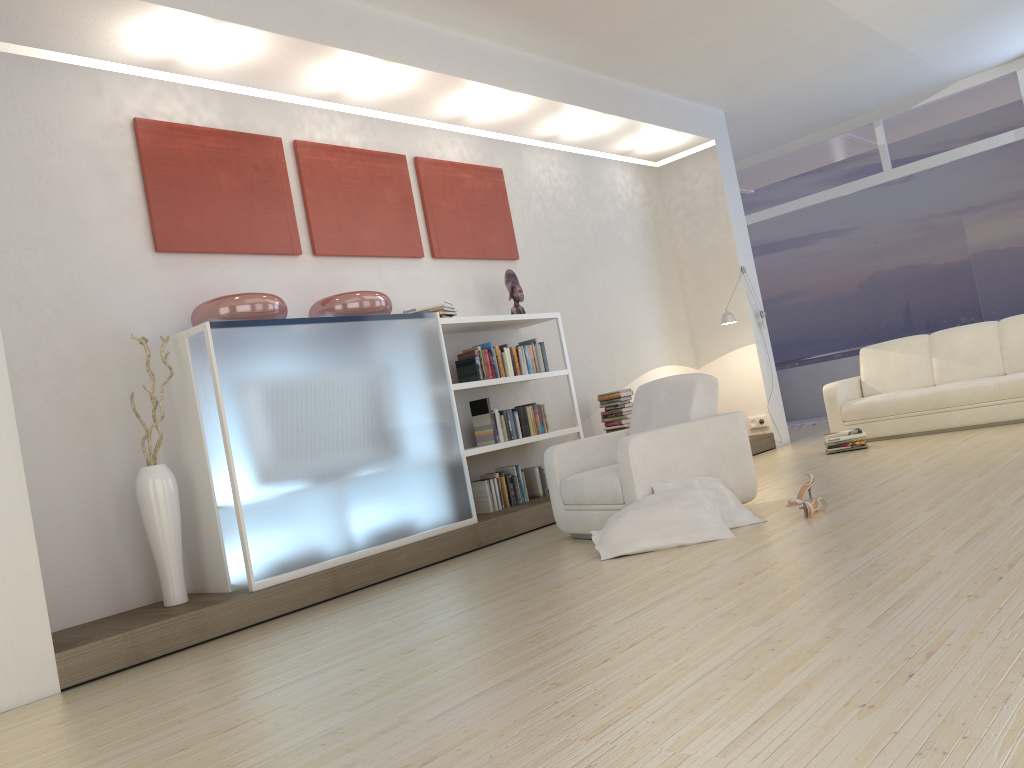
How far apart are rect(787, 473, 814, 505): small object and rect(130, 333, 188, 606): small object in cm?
337

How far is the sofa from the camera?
7.21m

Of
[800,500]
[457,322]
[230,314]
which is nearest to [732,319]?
[457,322]

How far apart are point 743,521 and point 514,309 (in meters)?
2.95

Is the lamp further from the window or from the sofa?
the window

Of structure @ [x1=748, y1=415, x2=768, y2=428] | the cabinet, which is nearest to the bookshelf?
the cabinet

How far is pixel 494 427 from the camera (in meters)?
6.43

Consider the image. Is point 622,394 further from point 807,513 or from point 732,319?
point 807,513

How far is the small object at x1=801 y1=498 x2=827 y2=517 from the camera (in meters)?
4.51

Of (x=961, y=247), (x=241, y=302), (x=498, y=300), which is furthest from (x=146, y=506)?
(x=961, y=247)
